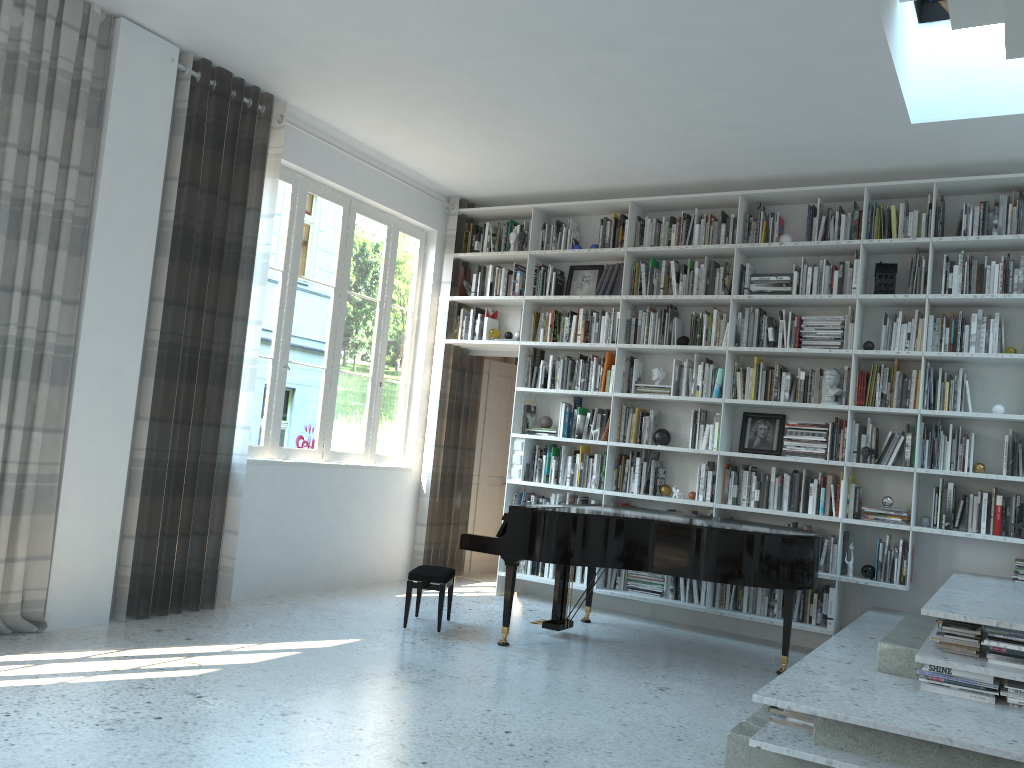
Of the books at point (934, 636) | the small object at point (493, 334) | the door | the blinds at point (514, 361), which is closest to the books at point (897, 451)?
the books at point (934, 636)

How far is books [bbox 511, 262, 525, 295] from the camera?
7.34m

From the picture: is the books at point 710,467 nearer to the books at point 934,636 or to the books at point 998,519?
the books at point 998,519

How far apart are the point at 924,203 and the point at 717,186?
1.4 meters

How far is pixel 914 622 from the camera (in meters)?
4.49

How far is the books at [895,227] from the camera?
5.87m

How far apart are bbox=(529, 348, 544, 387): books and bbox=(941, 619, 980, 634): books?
3.9 meters

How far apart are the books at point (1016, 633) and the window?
4.4m

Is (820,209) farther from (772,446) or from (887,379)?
(772,446)

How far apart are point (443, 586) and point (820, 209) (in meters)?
3.64
